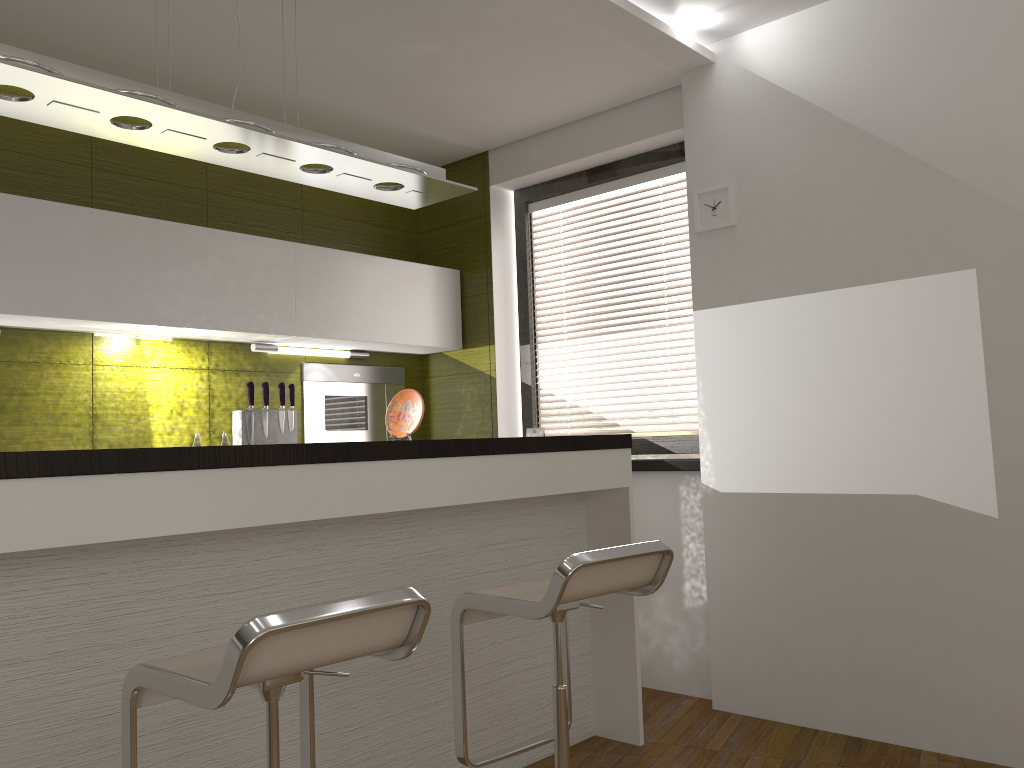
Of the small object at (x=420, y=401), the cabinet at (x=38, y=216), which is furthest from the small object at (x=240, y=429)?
the small object at (x=420, y=401)

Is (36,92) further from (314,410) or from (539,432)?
(539,432)

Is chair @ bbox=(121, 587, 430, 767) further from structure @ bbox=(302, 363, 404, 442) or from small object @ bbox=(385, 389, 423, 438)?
structure @ bbox=(302, 363, 404, 442)

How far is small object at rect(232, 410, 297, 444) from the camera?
3.98m

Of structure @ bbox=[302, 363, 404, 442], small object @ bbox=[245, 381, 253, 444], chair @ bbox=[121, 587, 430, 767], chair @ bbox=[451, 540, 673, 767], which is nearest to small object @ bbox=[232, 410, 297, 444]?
small object @ bbox=[245, 381, 253, 444]

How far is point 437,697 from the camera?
2.8 meters

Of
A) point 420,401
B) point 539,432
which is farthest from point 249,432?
point 539,432

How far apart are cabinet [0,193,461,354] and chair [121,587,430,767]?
2.0m

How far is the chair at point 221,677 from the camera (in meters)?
1.41

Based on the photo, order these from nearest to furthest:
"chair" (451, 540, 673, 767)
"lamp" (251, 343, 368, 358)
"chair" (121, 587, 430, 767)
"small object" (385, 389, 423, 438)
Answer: "chair" (121, 587, 430, 767) → "chair" (451, 540, 673, 767) → "small object" (385, 389, 423, 438) → "lamp" (251, 343, 368, 358)
